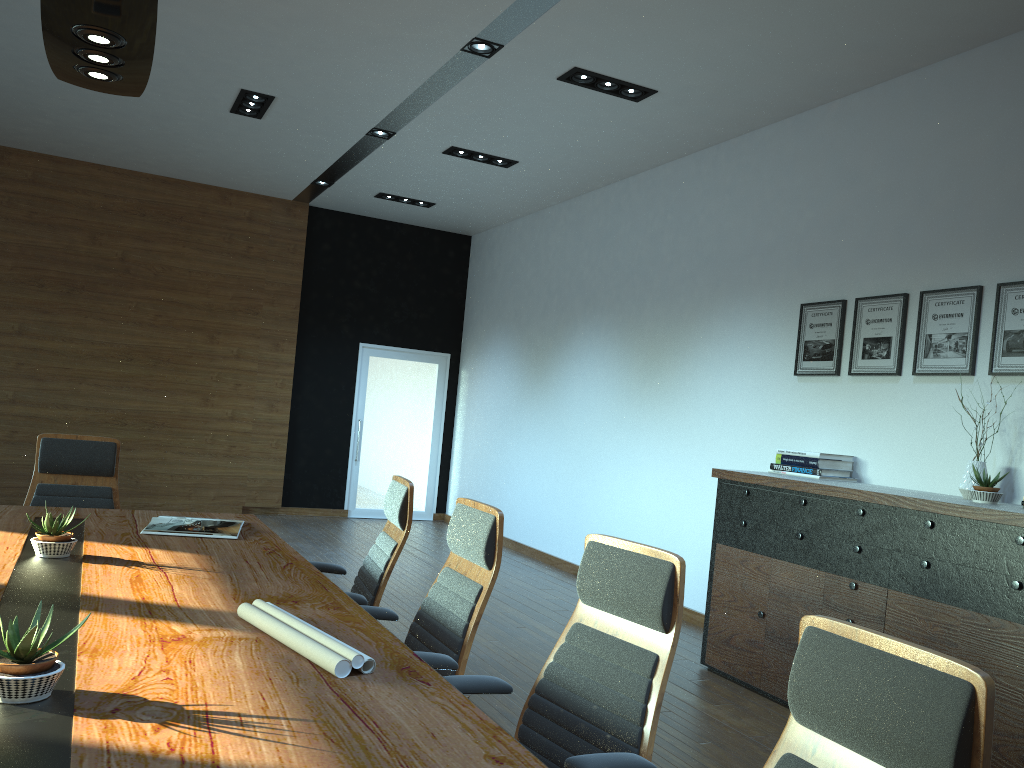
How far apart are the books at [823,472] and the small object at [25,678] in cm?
442

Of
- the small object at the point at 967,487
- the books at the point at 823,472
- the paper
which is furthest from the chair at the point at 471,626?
the books at the point at 823,472

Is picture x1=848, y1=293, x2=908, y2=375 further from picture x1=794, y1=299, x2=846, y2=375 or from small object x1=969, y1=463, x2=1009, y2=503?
small object x1=969, y1=463, x2=1009, y2=503

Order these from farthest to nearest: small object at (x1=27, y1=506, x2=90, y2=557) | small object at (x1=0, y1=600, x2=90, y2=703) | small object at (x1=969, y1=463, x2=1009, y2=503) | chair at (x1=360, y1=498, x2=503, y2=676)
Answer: small object at (x1=969, y1=463, x2=1009, y2=503) → small object at (x1=27, y1=506, x2=90, y2=557) → chair at (x1=360, y1=498, x2=503, y2=676) → small object at (x1=0, y1=600, x2=90, y2=703)

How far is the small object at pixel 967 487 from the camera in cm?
444

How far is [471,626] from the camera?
2.86m

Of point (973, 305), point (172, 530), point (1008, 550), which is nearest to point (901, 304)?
point (973, 305)

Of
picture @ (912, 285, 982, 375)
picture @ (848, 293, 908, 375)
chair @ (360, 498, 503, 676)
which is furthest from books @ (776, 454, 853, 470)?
chair @ (360, 498, 503, 676)

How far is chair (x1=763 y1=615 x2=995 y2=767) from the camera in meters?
1.3

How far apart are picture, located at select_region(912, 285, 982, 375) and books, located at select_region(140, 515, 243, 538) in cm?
378
